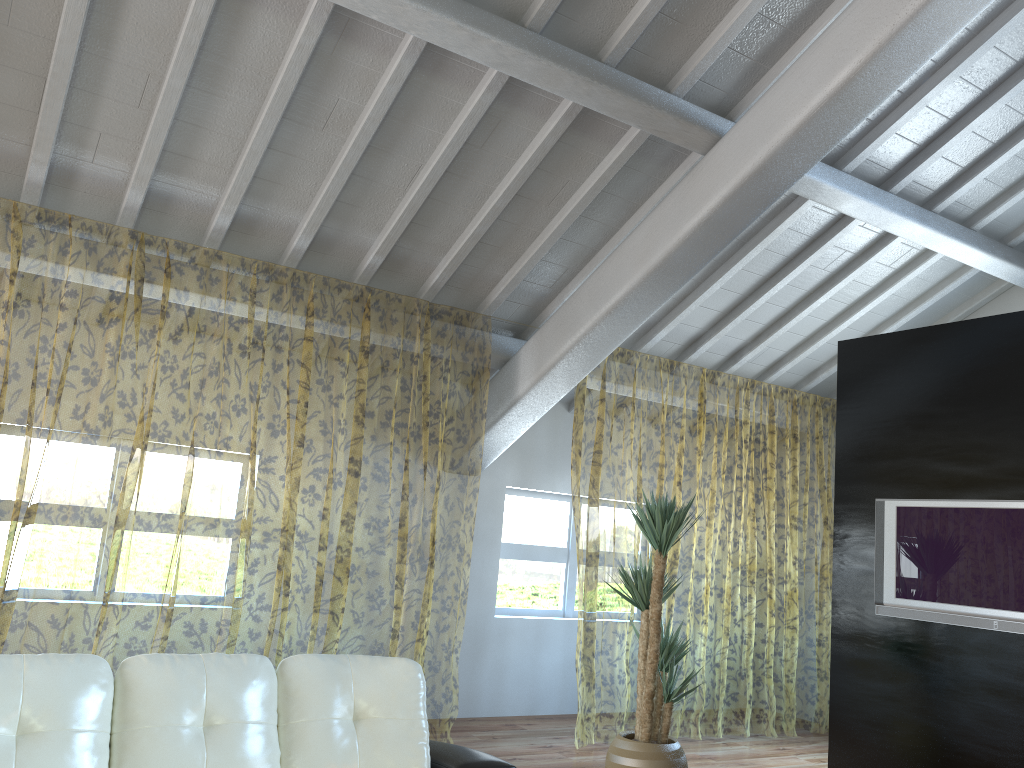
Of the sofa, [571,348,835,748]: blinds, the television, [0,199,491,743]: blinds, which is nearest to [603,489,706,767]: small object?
[571,348,835,748]: blinds

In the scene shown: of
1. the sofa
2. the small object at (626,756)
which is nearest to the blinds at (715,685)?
the small object at (626,756)

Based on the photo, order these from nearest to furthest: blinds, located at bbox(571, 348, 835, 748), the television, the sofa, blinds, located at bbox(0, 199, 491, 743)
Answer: the sofa
the television
blinds, located at bbox(0, 199, 491, 743)
blinds, located at bbox(571, 348, 835, 748)

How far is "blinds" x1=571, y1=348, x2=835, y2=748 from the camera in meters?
11.4

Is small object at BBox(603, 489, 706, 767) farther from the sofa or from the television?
the sofa

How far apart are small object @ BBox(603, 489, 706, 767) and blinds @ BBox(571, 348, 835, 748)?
0.8m

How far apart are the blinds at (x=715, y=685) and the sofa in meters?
2.8

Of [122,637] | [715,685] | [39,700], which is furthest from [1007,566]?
[122,637]

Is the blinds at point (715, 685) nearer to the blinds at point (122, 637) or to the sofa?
the blinds at point (122, 637)

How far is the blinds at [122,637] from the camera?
9.1m
